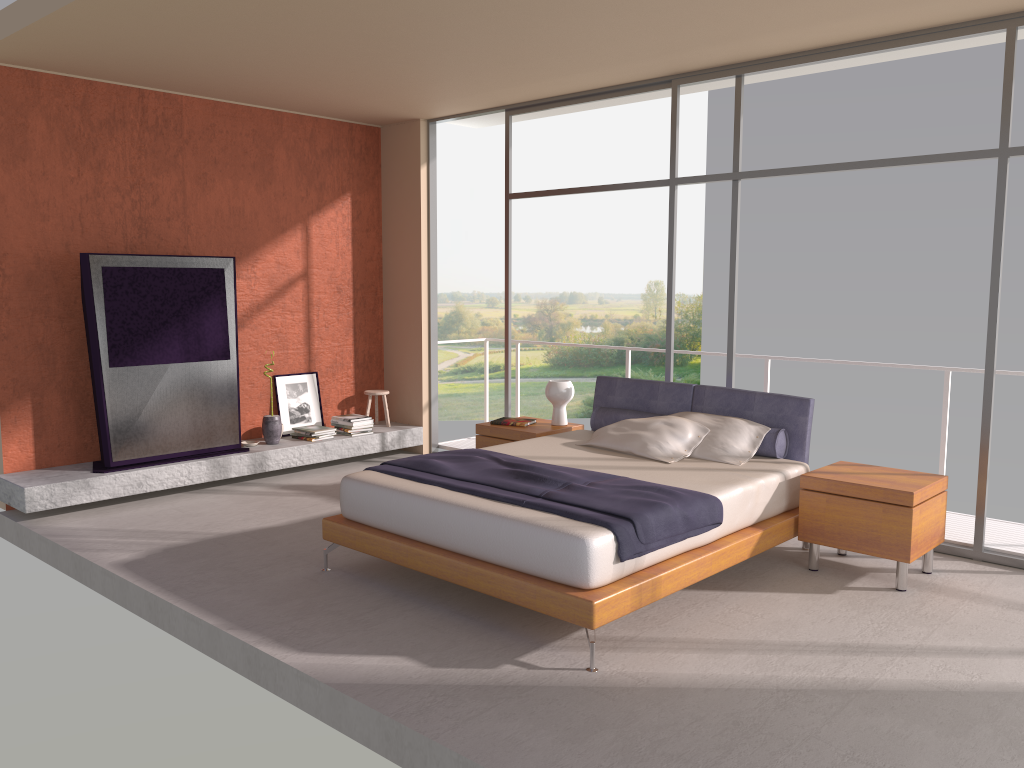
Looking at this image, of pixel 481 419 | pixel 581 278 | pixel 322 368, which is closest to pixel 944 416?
pixel 322 368

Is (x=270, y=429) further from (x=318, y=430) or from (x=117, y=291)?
(x=117, y=291)

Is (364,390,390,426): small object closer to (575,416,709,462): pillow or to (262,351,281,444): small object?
(262,351,281,444): small object

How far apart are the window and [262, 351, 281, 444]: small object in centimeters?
199cm

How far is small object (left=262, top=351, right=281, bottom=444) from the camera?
7.5m

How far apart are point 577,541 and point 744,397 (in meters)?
2.39

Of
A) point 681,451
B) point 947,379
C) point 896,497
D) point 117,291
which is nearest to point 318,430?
point 117,291

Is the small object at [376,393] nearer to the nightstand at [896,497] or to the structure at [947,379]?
the nightstand at [896,497]

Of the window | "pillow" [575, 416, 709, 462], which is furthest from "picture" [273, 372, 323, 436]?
"pillow" [575, 416, 709, 462]

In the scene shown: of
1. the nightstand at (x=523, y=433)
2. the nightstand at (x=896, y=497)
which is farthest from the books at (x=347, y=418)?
the nightstand at (x=896, y=497)
